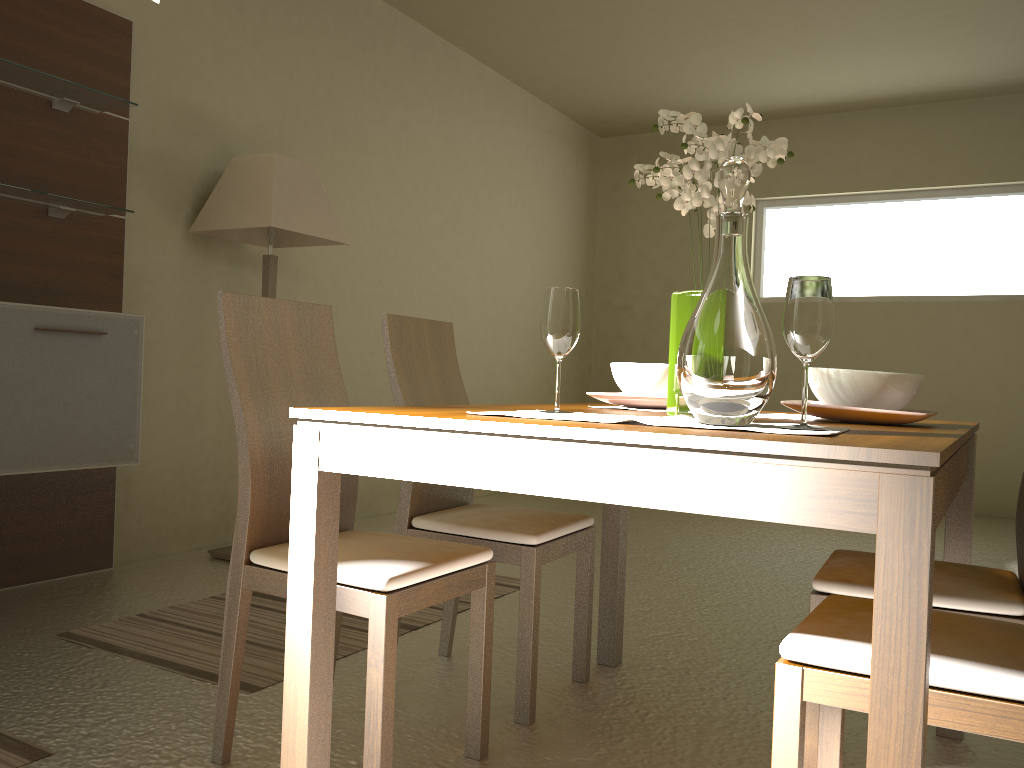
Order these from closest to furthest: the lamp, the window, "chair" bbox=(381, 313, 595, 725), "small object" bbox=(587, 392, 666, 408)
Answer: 1. "small object" bbox=(587, 392, 666, 408)
2. "chair" bbox=(381, 313, 595, 725)
3. the lamp
4. the window

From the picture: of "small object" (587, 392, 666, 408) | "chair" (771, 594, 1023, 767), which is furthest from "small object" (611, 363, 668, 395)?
"chair" (771, 594, 1023, 767)

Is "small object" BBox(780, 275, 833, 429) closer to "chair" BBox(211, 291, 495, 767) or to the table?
the table

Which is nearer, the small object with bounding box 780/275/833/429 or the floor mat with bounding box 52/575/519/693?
the small object with bounding box 780/275/833/429

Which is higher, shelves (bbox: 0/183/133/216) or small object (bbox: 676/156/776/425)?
shelves (bbox: 0/183/133/216)

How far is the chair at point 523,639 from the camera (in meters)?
2.19

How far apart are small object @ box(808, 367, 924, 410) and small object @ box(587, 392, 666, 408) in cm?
34

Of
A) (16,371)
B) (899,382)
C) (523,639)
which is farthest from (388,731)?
(16,371)

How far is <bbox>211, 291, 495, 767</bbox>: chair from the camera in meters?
1.7 m

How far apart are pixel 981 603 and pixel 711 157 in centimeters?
100cm
